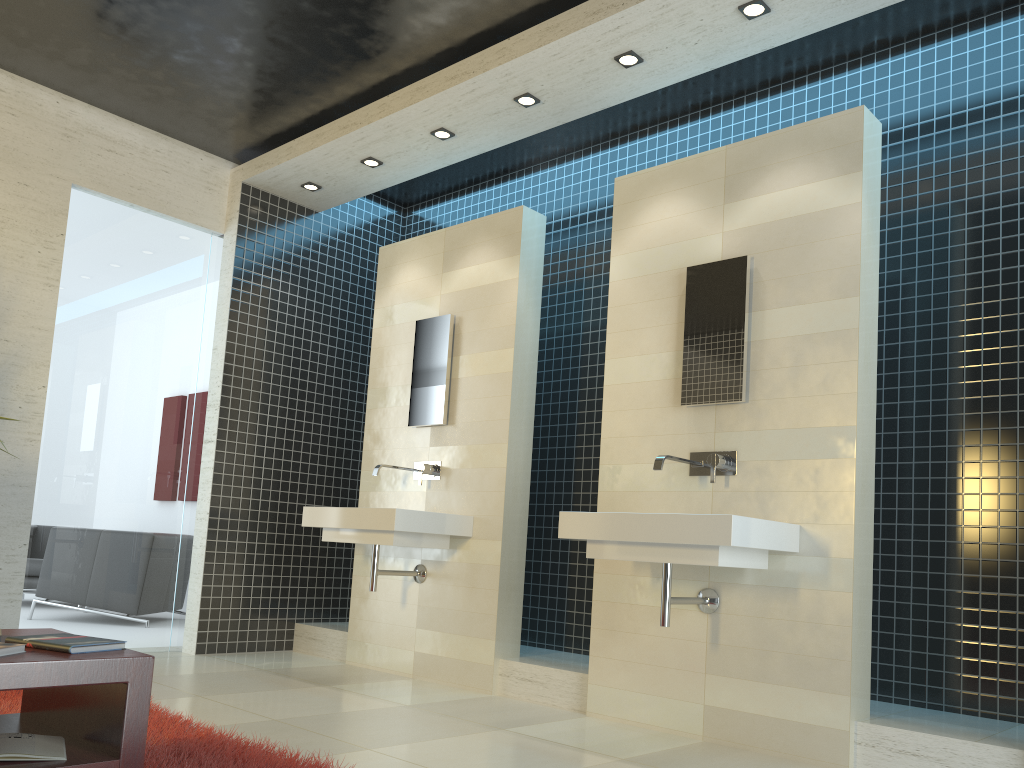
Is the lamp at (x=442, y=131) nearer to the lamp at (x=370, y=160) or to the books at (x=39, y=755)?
the lamp at (x=370, y=160)

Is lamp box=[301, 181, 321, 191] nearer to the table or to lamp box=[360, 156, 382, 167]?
lamp box=[360, 156, 382, 167]

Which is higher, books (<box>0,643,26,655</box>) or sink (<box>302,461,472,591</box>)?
sink (<box>302,461,472,591</box>)

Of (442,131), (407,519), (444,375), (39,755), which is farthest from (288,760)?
(442,131)

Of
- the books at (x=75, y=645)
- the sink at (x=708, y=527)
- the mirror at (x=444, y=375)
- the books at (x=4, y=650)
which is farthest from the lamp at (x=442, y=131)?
the books at (x=4, y=650)

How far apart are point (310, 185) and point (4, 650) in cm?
450

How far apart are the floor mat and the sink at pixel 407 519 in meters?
1.5

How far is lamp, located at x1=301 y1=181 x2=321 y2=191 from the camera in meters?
6.0 m

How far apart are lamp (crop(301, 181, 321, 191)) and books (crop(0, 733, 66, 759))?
4.4m

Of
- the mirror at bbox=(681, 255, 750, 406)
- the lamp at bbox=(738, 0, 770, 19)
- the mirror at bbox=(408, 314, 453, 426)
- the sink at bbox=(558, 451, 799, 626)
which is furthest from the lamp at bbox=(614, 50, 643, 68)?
the sink at bbox=(558, 451, 799, 626)
